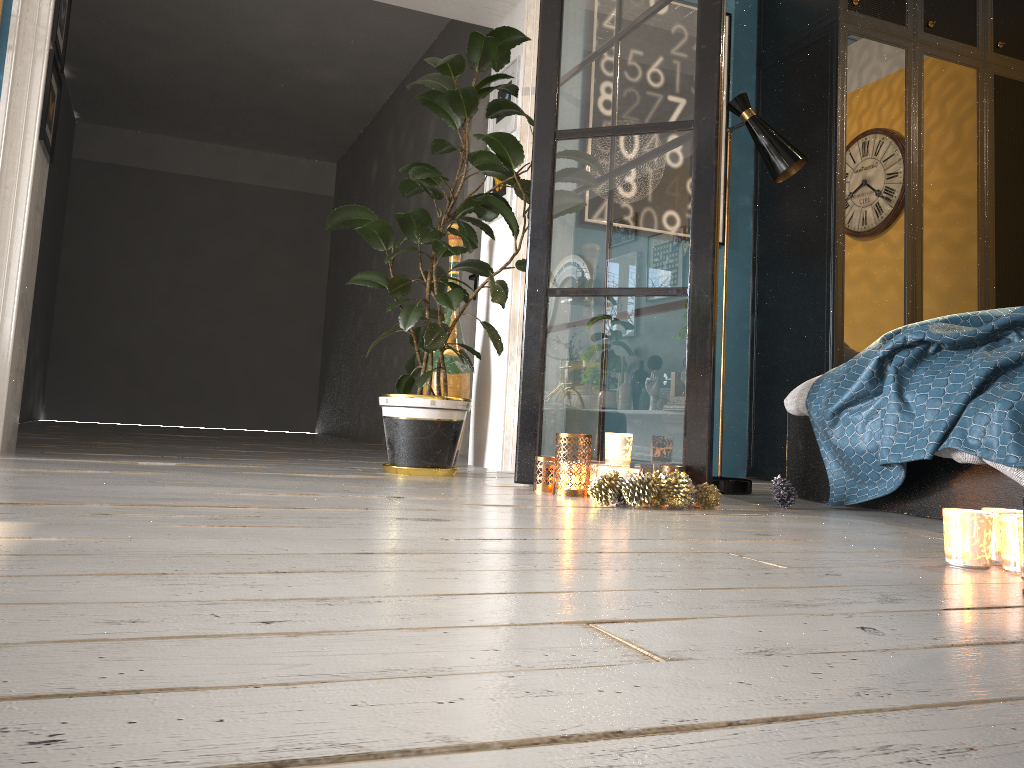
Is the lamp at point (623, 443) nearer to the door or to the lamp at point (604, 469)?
the lamp at point (604, 469)

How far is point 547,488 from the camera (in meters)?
2.80

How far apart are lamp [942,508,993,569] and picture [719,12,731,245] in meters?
3.4 m

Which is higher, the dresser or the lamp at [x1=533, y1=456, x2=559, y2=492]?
the dresser

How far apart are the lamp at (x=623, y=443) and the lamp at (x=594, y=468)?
0.18m

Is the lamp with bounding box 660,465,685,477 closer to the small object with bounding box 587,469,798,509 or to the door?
the small object with bounding box 587,469,798,509

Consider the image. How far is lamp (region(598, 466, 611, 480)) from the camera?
2.6 meters

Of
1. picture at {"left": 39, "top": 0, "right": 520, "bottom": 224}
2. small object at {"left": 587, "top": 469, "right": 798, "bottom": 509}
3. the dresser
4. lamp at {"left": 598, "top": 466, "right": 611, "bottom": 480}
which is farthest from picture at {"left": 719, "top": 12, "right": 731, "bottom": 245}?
lamp at {"left": 598, "top": 466, "right": 611, "bottom": 480}

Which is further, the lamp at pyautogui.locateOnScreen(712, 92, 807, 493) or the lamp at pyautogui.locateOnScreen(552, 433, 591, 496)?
A: the lamp at pyautogui.locateOnScreen(712, 92, 807, 493)

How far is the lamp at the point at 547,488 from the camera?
2.80m
